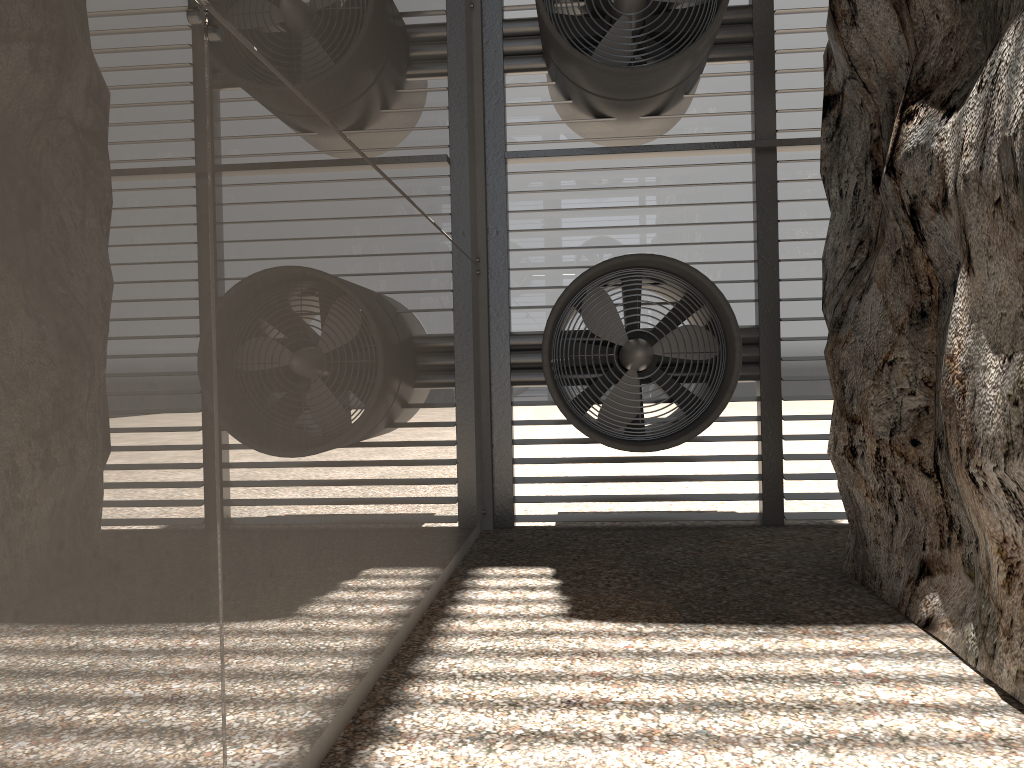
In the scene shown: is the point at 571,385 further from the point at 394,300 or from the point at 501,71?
the point at 501,71

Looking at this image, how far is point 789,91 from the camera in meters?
8.3 m

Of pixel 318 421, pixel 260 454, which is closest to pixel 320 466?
pixel 318 421

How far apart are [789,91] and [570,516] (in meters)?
4.52
